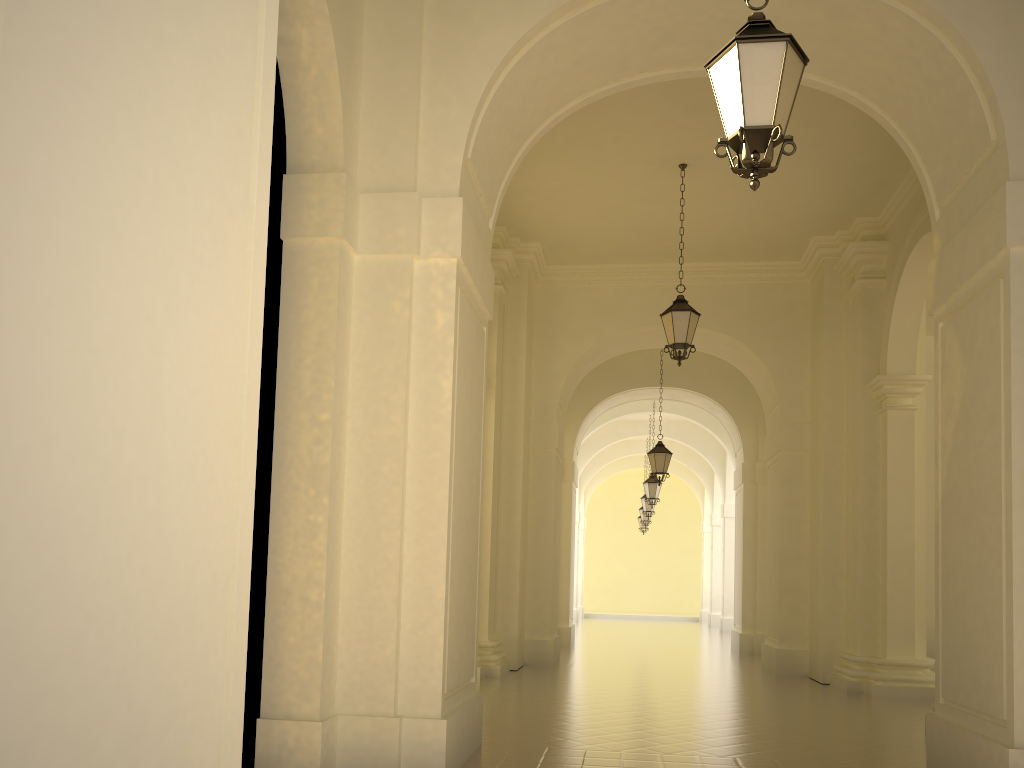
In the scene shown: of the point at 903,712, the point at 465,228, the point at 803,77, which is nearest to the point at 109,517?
the point at 465,228

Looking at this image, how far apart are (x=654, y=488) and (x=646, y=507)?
3.93m

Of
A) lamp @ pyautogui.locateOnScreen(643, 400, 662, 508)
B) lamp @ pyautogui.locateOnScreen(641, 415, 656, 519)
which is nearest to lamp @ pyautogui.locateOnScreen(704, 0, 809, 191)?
lamp @ pyautogui.locateOnScreen(643, 400, 662, 508)

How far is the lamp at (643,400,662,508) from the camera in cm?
2181

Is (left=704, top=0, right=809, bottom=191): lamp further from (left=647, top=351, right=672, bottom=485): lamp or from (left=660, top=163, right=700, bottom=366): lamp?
(left=647, top=351, right=672, bottom=485): lamp

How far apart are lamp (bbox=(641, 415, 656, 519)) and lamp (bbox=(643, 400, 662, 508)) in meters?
3.9

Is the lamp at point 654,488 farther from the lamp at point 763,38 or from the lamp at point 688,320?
the lamp at point 763,38

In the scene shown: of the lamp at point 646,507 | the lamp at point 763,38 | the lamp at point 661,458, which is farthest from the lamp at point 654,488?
the lamp at point 763,38

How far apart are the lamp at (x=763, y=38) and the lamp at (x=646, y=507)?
21.7 meters

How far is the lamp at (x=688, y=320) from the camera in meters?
10.9 m
